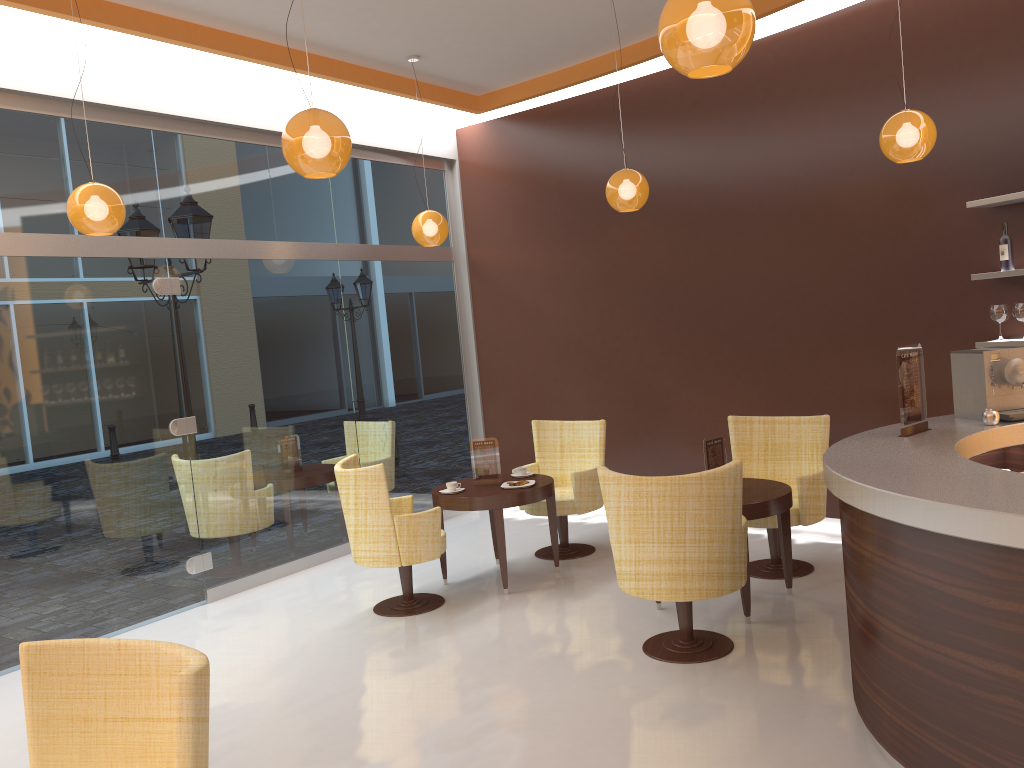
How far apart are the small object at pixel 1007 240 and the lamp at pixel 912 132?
0.83m

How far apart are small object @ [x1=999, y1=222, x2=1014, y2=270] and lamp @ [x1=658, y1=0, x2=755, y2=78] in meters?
3.4 m

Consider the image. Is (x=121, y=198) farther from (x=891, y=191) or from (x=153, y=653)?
(x=891, y=191)

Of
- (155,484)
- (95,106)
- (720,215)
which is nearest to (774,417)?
(720,215)

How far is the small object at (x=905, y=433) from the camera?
4.1 meters

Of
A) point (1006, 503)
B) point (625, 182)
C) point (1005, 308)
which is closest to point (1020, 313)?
point (1005, 308)

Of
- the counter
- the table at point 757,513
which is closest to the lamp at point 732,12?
the counter

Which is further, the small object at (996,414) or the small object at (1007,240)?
the small object at (1007,240)

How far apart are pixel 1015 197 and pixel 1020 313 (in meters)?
0.69

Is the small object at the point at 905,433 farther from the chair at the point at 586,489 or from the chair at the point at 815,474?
the chair at the point at 586,489
